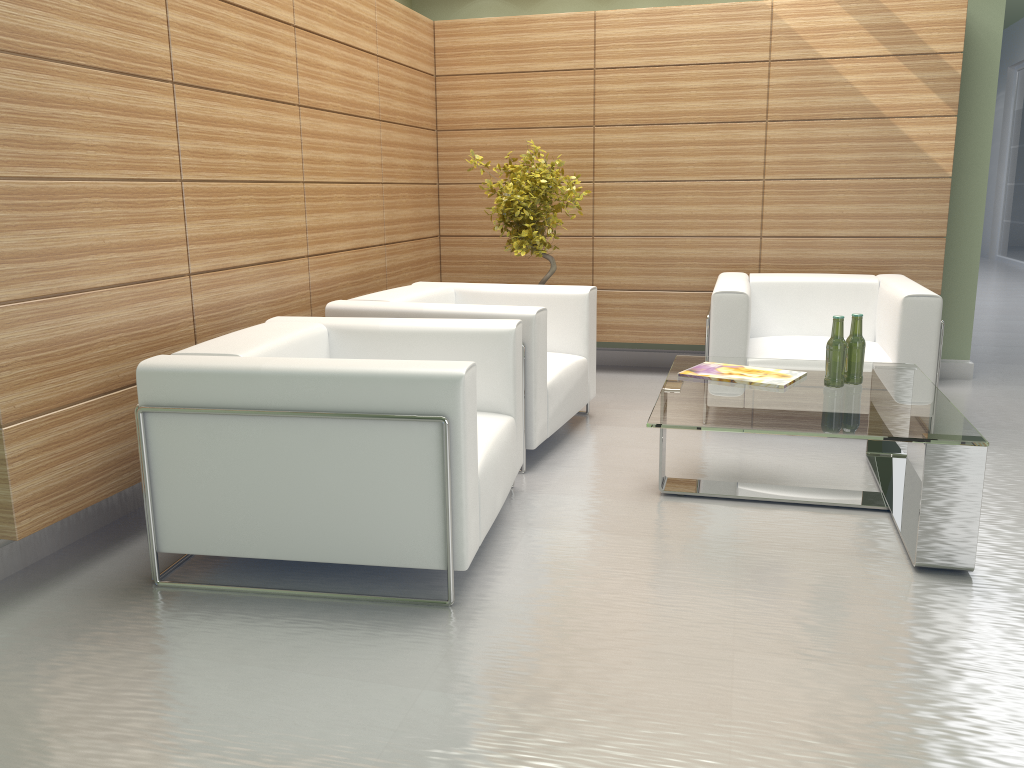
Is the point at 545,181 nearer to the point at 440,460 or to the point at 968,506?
the point at 440,460

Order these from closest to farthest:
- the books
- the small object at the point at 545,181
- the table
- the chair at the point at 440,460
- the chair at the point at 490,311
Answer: the chair at the point at 440,460
the table
the books
the chair at the point at 490,311
the small object at the point at 545,181

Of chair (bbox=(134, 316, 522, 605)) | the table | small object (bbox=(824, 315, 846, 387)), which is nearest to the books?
the table

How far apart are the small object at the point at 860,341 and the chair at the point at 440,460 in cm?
221

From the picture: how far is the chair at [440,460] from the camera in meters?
4.4 m

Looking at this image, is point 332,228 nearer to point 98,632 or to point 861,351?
point 98,632

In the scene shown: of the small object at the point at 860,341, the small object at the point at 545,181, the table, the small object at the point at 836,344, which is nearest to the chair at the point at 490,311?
the small object at the point at 545,181

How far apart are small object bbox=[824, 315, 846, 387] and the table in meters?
Answer: 0.1

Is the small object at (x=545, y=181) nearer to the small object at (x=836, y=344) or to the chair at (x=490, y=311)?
the chair at (x=490, y=311)

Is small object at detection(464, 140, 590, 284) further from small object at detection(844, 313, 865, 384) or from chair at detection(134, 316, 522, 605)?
small object at detection(844, 313, 865, 384)
